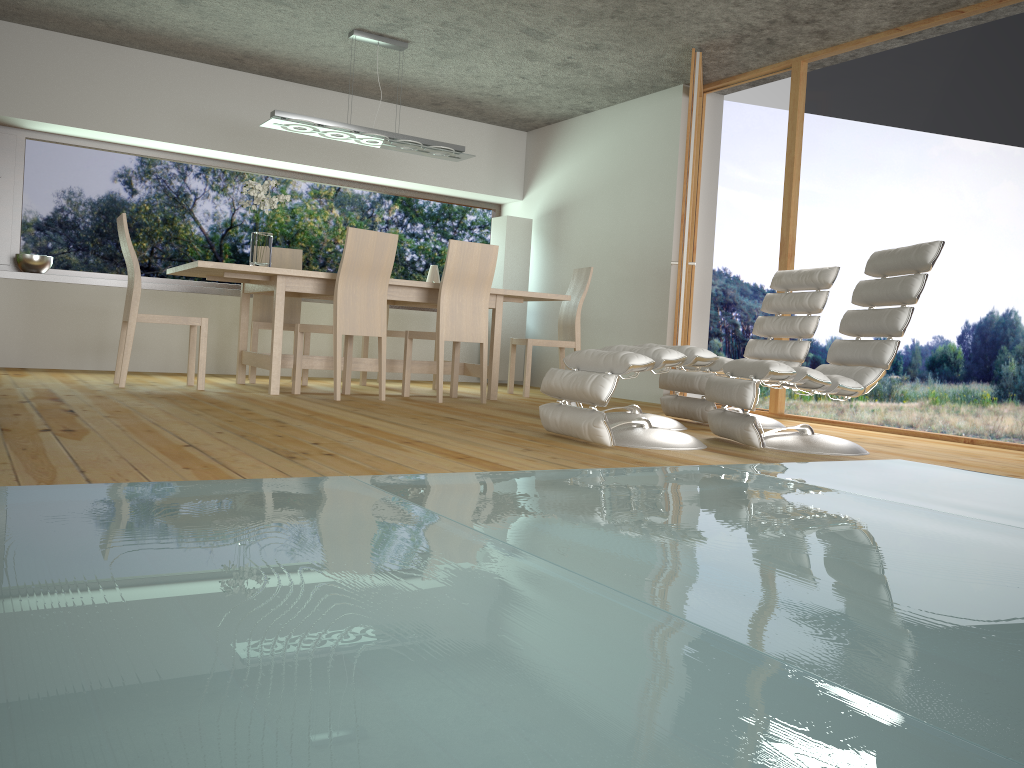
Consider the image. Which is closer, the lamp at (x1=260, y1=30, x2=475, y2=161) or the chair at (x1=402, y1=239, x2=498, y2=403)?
the chair at (x1=402, y1=239, x2=498, y2=403)

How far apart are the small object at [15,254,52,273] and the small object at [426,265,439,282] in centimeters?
314cm

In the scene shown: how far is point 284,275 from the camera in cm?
529

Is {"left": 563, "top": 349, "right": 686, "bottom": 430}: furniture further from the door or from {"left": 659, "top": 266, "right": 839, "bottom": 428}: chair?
the door

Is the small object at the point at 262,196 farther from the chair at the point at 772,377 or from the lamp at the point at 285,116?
the chair at the point at 772,377

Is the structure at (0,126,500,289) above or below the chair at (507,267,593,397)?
above

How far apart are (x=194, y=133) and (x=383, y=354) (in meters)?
2.88

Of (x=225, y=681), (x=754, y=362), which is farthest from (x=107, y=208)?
(x=225, y=681)

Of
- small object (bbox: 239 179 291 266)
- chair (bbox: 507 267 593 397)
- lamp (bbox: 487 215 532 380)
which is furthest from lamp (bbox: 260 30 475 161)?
lamp (bbox: 487 215 532 380)

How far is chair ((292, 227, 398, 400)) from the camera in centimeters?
520cm
